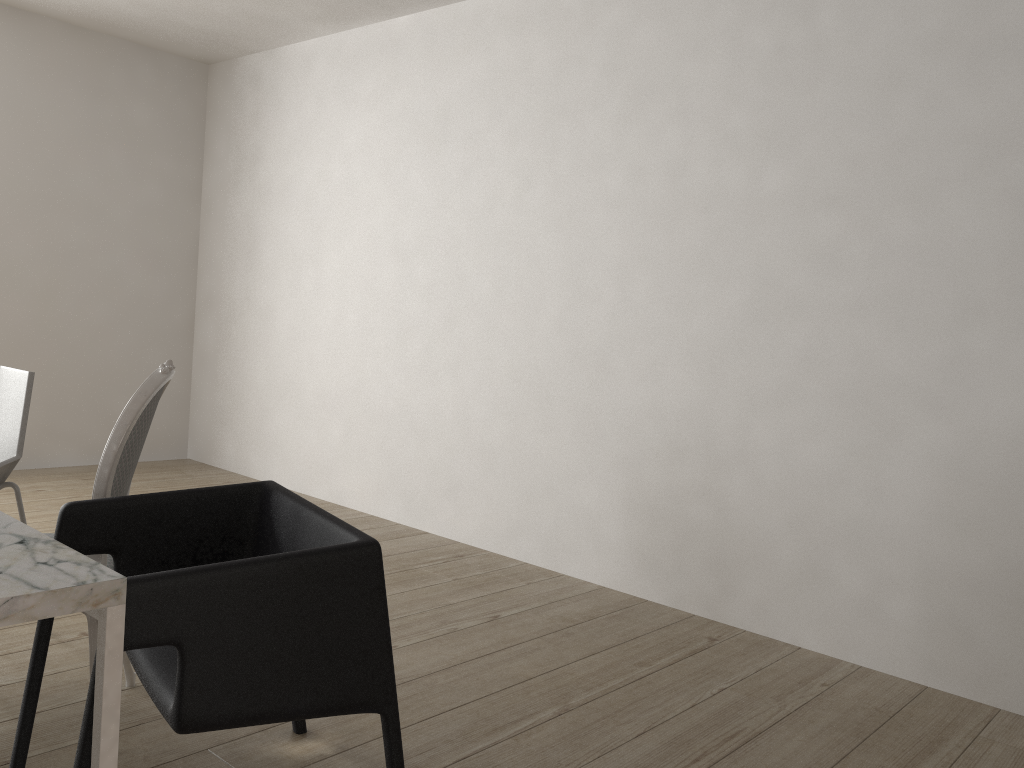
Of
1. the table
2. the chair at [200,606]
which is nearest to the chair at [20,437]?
the chair at [200,606]

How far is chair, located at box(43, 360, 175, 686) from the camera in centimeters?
183cm

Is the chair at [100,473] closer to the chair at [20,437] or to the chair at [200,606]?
the chair at [200,606]

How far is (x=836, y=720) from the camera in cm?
234

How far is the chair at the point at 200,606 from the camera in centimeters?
134cm

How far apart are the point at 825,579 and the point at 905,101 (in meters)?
1.50

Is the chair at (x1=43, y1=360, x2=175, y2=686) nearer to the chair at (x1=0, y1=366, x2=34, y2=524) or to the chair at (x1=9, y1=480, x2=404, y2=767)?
the chair at (x1=9, y1=480, x2=404, y2=767)

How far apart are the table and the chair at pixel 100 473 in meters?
0.3 m

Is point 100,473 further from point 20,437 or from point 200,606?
point 20,437

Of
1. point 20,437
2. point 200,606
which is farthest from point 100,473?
point 20,437
